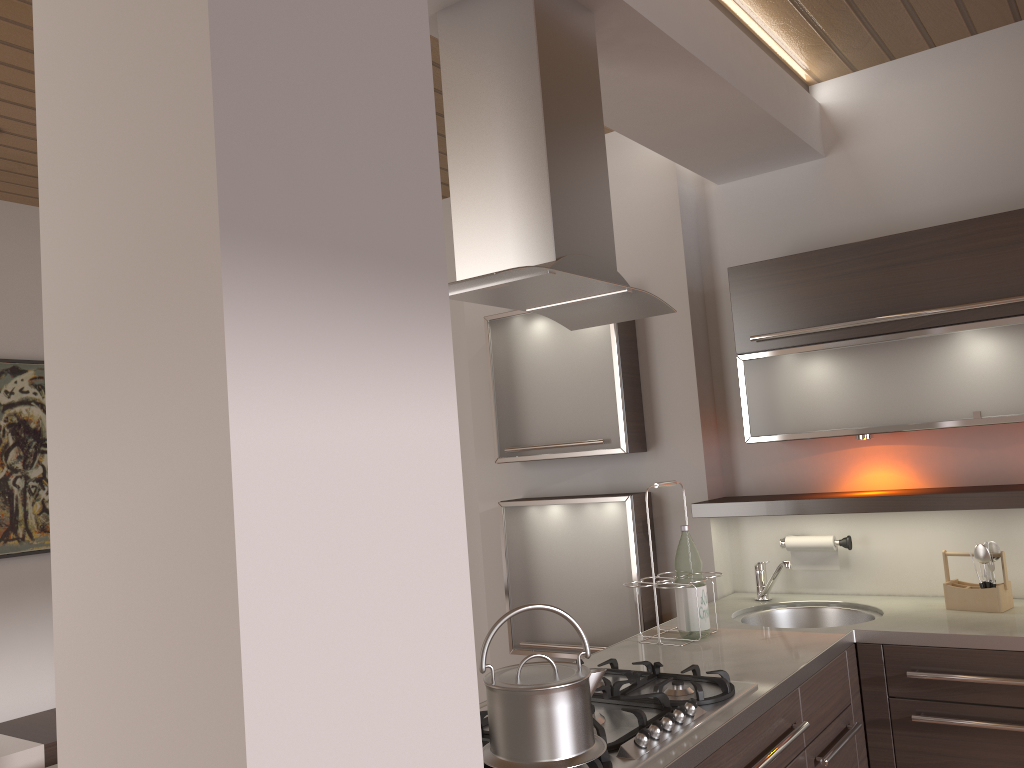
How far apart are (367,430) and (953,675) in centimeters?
191cm

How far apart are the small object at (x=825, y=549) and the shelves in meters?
0.2

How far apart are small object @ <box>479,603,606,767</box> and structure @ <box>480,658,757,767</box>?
0.0m

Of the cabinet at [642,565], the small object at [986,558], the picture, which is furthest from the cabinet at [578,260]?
the picture

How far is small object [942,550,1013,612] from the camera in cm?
257

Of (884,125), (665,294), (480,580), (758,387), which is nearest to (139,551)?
(758,387)

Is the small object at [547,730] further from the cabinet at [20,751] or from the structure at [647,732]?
the cabinet at [20,751]

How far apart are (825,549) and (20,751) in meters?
2.8 m

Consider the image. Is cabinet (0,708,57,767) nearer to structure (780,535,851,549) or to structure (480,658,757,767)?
structure (480,658,757,767)

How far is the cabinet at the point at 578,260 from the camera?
1.77m
